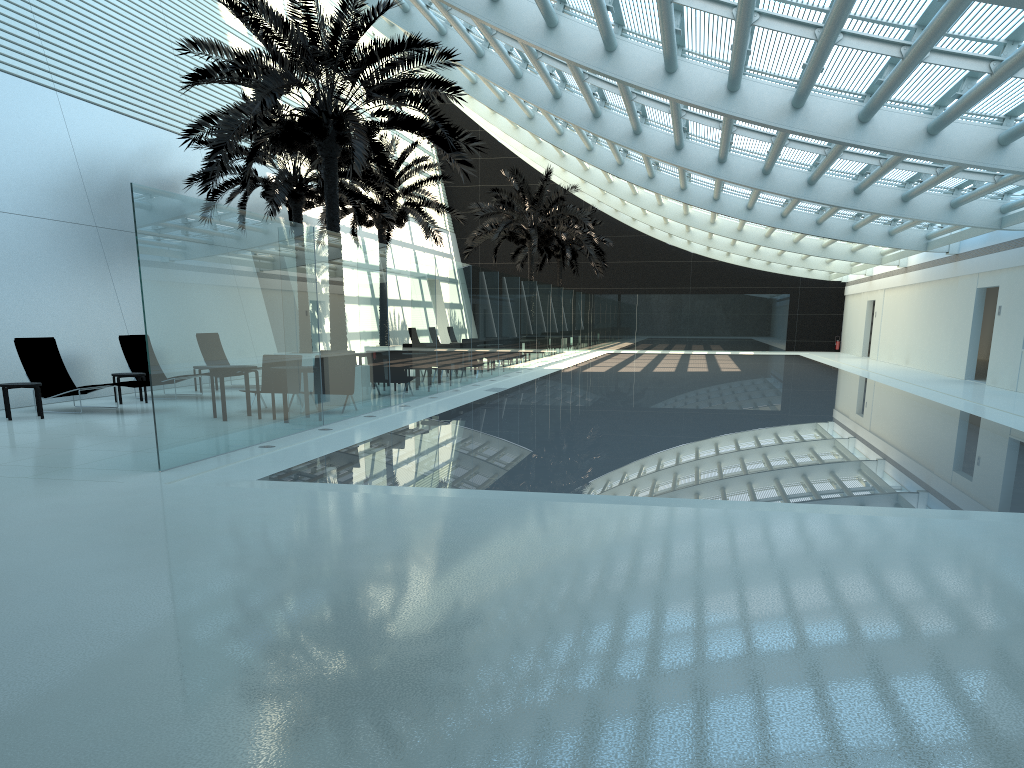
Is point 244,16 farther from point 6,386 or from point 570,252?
point 570,252

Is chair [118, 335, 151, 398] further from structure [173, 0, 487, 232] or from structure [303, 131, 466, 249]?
structure [303, 131, 466, 249]

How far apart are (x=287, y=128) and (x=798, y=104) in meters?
8.4

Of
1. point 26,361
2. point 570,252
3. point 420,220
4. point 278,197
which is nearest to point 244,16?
point 26,361

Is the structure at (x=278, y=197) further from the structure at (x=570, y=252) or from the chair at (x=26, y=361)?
the structure at (x=570, y=252)

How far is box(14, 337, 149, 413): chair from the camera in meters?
14.0

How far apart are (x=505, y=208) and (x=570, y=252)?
8.7m

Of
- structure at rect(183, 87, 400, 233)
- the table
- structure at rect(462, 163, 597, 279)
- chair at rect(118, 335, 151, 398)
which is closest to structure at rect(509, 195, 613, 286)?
structure at rect(462, 163, 597, 279)

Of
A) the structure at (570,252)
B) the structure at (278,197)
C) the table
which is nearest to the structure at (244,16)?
the structure at (278,197)

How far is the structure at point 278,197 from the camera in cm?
2005
